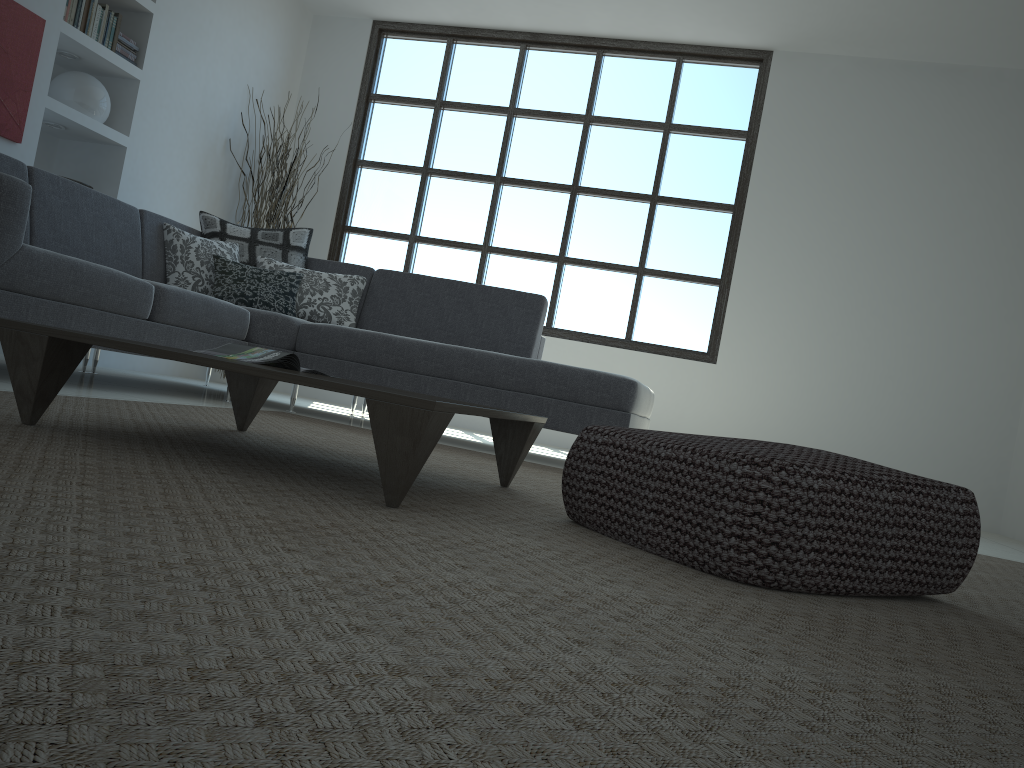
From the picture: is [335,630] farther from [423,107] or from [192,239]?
[423,107]

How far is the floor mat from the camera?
0.6 meters

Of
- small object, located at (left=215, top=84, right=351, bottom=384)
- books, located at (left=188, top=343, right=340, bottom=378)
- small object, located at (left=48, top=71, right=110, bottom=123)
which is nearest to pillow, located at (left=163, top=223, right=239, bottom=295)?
small object, located at (left=48, top=71, right=110, bottom=123)

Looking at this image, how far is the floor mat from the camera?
0.6 meters

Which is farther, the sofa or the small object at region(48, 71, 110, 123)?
the small object at region(48, 71, 110, 123)

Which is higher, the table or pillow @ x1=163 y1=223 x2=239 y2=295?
pillow @ x1=163 y1=223 x2=239 y2=295

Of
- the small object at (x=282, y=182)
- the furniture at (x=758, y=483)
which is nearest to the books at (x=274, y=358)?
the furniture at (x=758, y=483)

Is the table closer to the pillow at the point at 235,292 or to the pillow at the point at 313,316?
the pillow at the point at 235,292

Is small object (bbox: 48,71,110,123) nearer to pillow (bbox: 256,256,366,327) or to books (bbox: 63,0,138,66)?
books (bbox: 63,0,138,66)

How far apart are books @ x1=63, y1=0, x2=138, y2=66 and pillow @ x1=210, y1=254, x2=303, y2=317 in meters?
1.5
